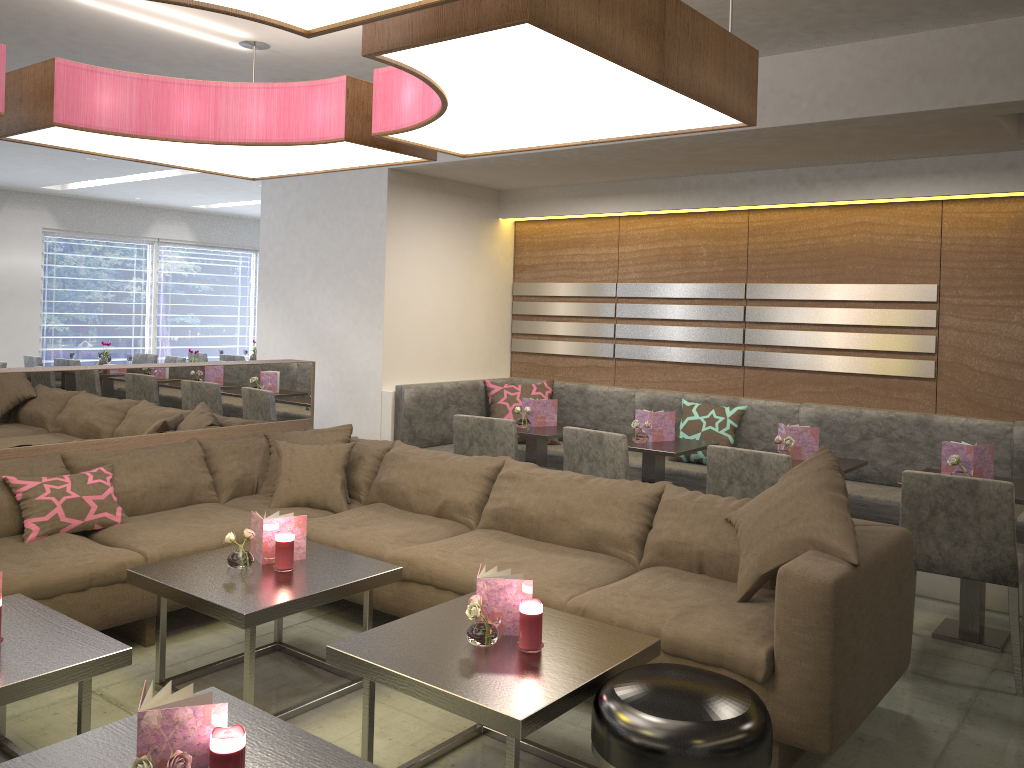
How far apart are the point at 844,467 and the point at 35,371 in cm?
362

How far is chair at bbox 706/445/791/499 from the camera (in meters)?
3.74

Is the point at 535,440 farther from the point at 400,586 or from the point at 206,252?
the point at 206,252

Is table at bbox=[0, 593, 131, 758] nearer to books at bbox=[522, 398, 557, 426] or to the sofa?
the sofa

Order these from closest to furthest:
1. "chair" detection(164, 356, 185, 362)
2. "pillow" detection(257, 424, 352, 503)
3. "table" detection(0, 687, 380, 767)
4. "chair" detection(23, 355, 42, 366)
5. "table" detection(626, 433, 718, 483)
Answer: "table" detection(0, 687, 380, 767) < "pillow" detection(257, 424, 352, 503) < "table" detection(626, 433, 718, 483) < "chair" detection(23, 355, 42, 366) < "chair" detection(164, 356, 185, 362)

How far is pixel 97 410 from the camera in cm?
403

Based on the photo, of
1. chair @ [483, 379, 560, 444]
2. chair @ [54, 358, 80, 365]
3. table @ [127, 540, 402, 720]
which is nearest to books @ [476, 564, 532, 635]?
table @ [127, 540, 402, 720]

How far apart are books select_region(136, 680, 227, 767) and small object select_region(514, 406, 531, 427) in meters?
3.4

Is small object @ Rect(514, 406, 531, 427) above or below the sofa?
above

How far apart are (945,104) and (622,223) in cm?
256
